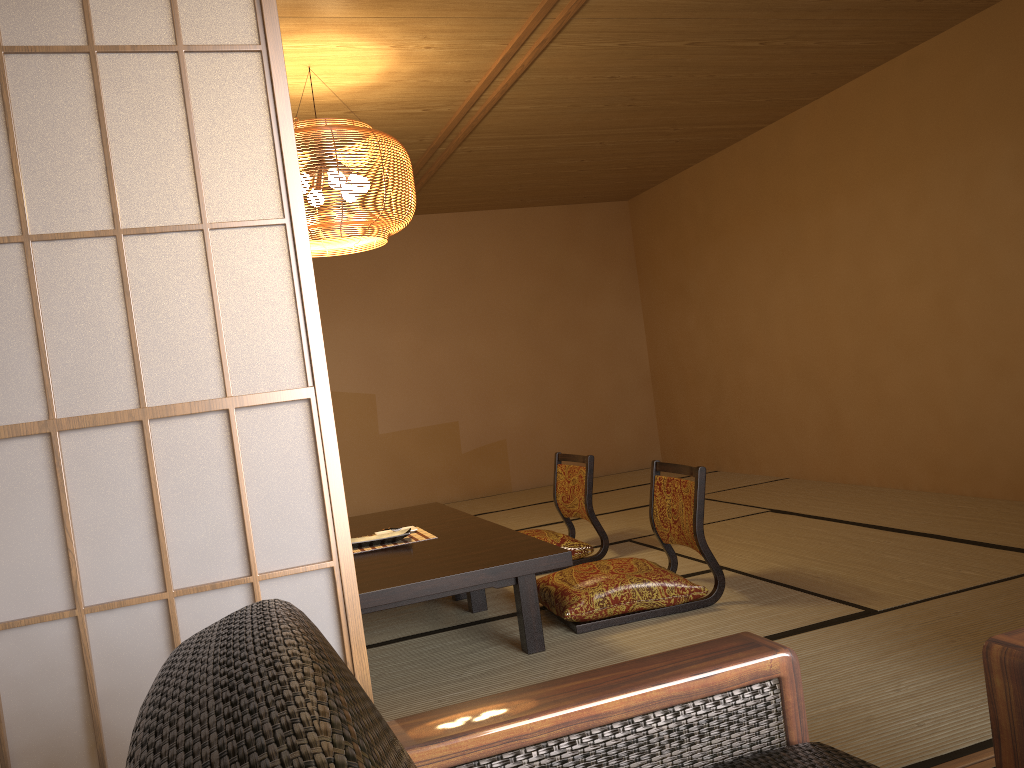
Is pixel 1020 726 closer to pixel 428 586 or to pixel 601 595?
pixel 428 586

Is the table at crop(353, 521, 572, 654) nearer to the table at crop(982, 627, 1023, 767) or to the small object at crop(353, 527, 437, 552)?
the small object at crop(353, 527, 437, 552)

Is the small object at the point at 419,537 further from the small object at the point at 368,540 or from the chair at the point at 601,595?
the chair at the point at 601,595

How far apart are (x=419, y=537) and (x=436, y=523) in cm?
36

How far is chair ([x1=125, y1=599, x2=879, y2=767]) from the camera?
0.6m

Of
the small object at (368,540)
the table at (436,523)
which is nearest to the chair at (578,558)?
→ the table at (436,523)

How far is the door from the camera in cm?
117

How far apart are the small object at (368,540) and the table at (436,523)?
0.2m

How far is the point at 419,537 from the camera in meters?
3.8

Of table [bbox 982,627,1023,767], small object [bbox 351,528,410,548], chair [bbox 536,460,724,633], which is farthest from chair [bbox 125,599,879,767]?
small object [bbox 351,528,410,548]
